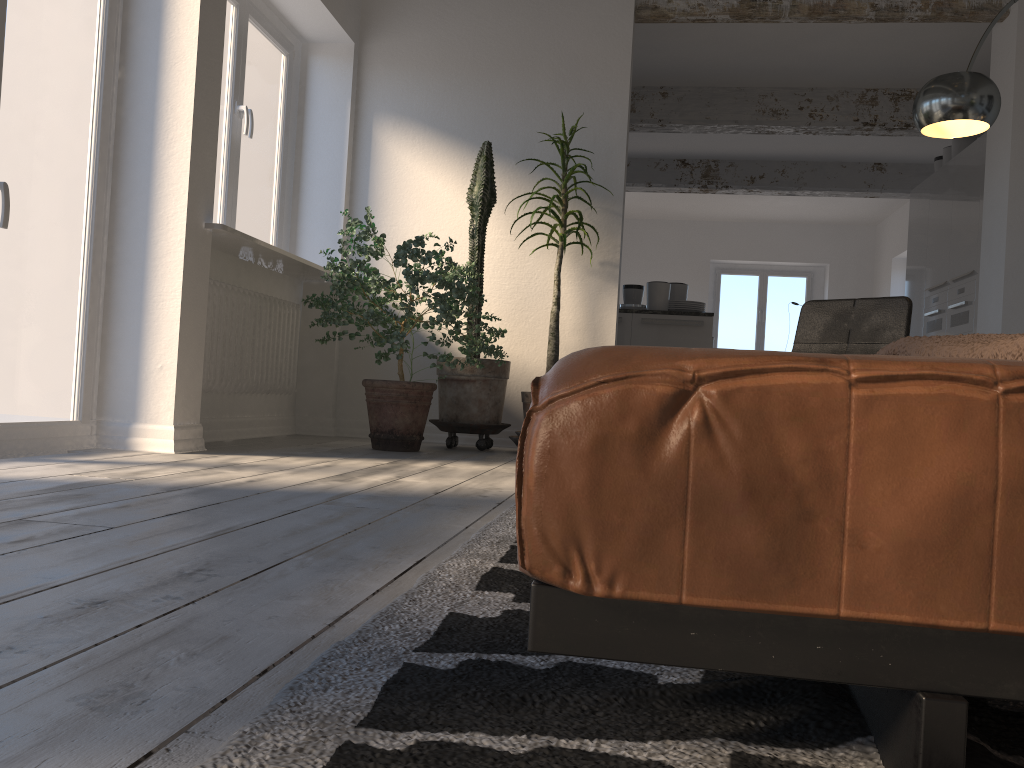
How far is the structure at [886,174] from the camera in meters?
9.1

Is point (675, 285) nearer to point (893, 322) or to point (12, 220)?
point (893, 322)

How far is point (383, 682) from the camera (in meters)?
0.86

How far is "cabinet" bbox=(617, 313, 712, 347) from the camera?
6.51m

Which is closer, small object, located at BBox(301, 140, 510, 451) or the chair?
the chair

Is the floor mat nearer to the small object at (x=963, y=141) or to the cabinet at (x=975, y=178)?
the cabinet at (x=975, y=178)

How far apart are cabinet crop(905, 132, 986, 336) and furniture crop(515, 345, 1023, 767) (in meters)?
6.40

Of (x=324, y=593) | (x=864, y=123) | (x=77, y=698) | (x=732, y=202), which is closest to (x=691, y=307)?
(x=864, y=123)

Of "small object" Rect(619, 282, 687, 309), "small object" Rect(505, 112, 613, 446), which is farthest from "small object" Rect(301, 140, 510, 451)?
"small object" Rect(619, 282, 687, 309)

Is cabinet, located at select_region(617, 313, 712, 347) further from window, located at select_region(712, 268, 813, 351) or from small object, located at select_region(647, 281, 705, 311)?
window, located at select_region(712, 268, 813, 351)
